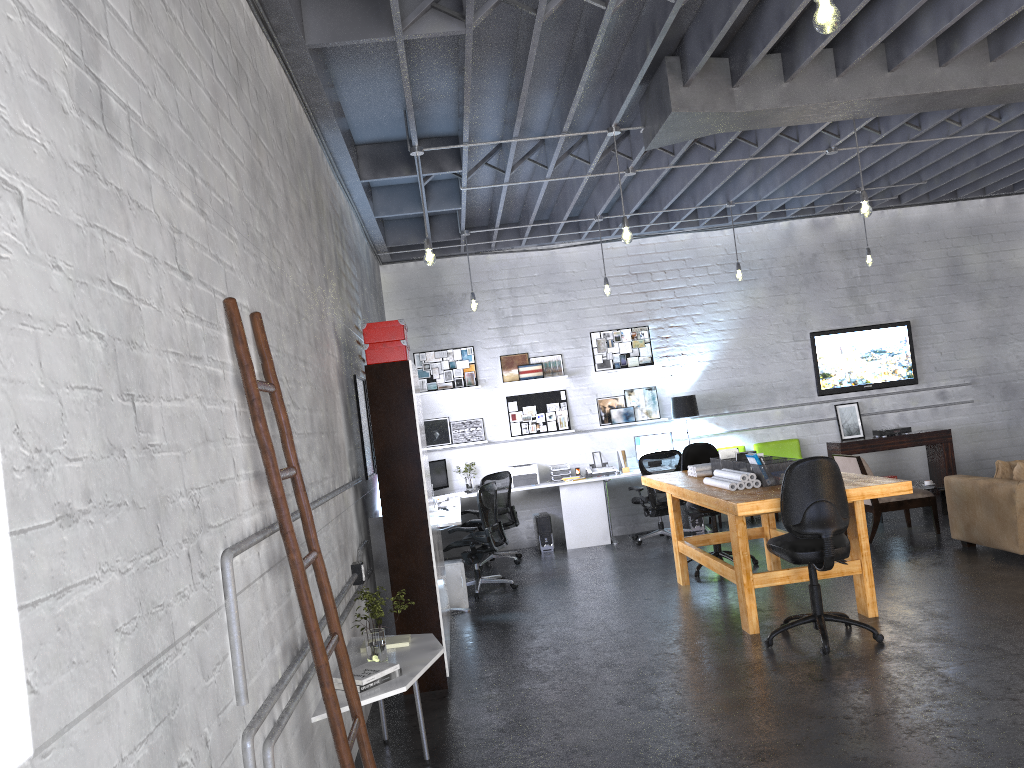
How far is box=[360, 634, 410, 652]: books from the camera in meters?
4.5 m

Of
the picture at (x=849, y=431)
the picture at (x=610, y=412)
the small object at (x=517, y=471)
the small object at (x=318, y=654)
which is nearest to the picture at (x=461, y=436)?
the small object at (x=517, y=471)

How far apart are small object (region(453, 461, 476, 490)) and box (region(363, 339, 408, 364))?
5.3m

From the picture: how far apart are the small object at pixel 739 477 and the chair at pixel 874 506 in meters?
2.6 m

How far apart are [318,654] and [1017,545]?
6.2 meters

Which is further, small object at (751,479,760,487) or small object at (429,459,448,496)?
small object at (429,459,448,496)

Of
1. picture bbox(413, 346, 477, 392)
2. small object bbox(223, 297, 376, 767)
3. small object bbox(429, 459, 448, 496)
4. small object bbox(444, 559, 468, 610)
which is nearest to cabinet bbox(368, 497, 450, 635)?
small object bbox(444, 559, 468, 610)

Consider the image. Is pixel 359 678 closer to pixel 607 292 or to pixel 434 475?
pixel 607 292

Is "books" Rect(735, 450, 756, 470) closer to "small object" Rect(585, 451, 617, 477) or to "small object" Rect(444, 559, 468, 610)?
"small object" Rect(444, 559, 468, 610)

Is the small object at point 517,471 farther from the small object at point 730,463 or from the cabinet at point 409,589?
the cabinet at point 409,589
